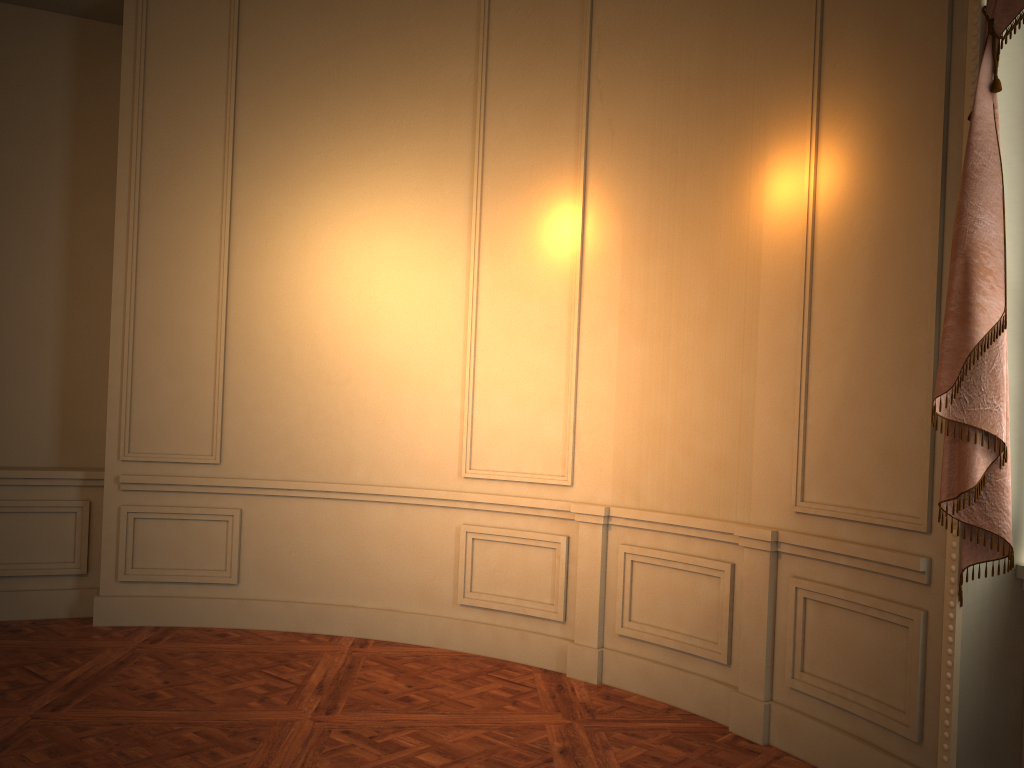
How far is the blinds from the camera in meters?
2.7 m

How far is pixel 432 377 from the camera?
5.07m

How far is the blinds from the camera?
2.7m
